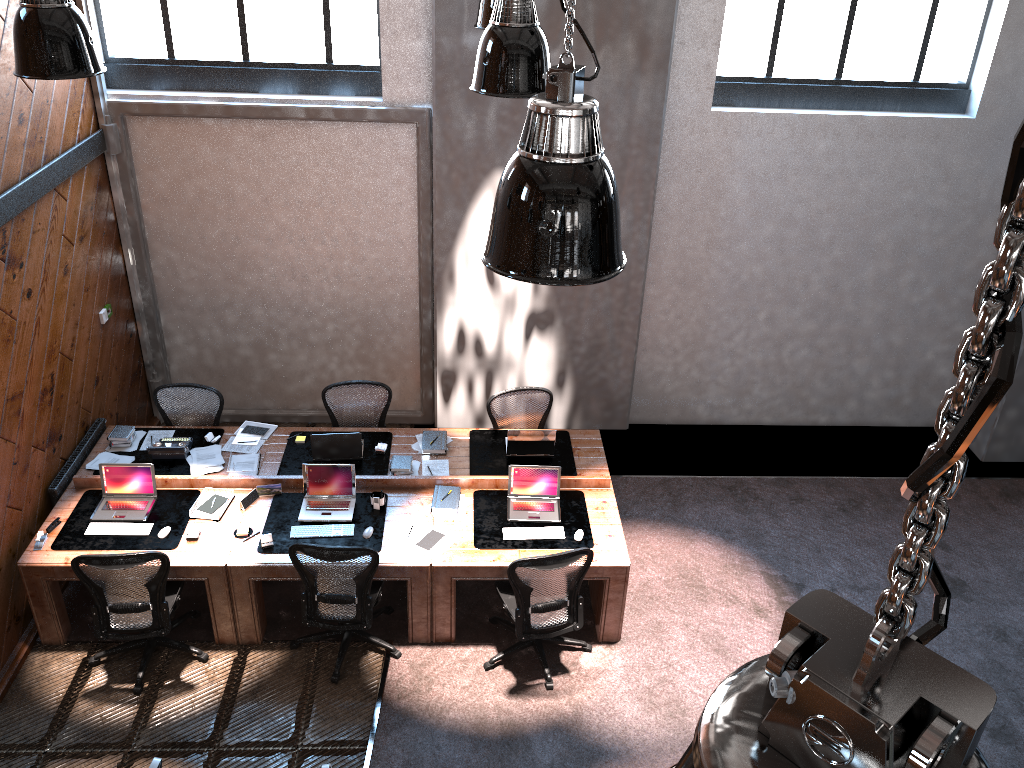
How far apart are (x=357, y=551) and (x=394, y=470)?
1.2m

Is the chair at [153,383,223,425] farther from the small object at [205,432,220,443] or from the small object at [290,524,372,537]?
the small object at [290,524,372,537]

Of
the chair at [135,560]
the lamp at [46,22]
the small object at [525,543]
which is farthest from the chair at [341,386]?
the lamp at [46,22]

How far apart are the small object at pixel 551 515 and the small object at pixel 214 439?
2.5m

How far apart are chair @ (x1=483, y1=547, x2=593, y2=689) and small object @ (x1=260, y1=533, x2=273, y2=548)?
1.6 meters

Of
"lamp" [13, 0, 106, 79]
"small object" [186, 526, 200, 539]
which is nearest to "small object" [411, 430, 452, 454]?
"small object" [186, 526, 200, 539]

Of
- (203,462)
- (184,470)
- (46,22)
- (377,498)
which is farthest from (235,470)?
(46,22)

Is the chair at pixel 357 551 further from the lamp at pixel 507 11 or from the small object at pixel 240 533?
the lamp at pixel 507 11

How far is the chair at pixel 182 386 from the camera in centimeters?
737cm

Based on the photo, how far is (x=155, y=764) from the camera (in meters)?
3.96
